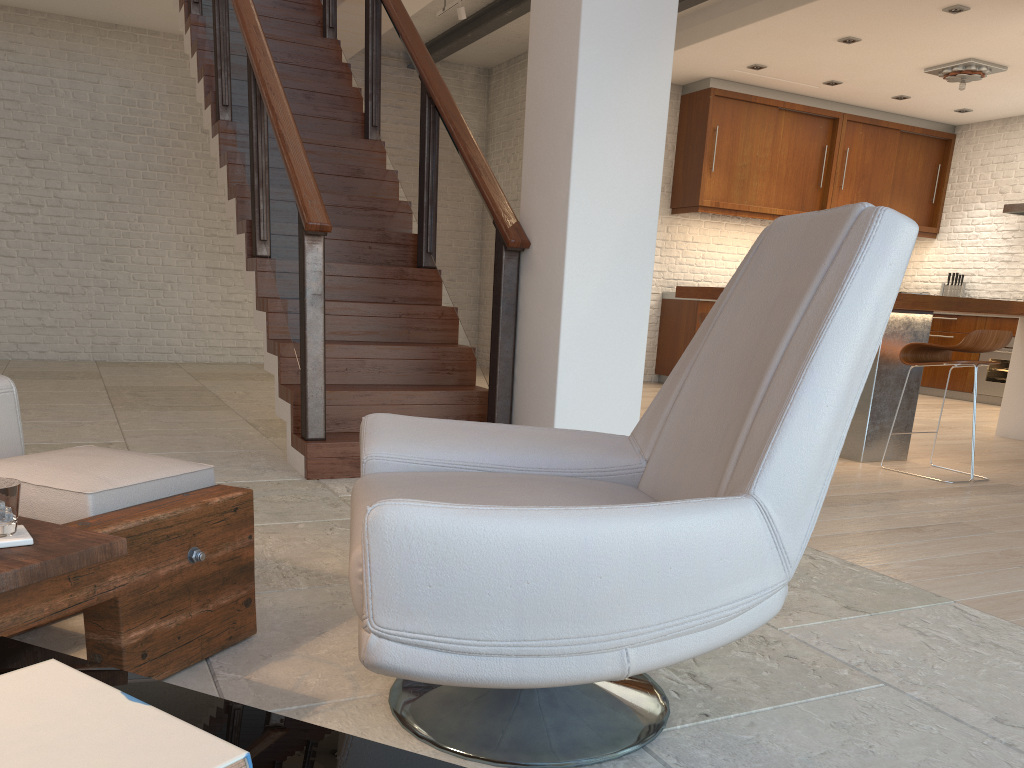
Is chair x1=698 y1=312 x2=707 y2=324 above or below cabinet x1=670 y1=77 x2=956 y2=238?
below

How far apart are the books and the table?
0.1m

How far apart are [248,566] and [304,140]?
4.11m

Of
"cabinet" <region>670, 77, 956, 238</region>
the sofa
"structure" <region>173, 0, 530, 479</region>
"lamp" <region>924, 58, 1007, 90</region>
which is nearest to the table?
the sofa

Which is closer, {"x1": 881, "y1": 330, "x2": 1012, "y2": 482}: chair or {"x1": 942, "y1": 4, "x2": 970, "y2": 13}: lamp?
{"x1": 881, "y1": 330, "x2": 1012, "y2": 482}: chair

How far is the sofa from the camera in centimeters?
242cm

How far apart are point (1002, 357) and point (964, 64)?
2.91m

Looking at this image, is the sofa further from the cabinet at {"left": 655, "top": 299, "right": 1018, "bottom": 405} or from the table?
the cabinet at {"left": 655, "top": 299, "right": 1018, "bottom": 405}

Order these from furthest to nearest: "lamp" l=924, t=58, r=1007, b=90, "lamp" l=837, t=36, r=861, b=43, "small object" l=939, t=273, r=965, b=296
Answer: "small object" l=939, t=273, r=965, b=296, "lamp" l=924, t=58, r=1007, b=90, "lamp" l=837, t=36, r=861, b=43

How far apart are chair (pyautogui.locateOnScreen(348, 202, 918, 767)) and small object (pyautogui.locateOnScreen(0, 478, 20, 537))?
0.5 meters
